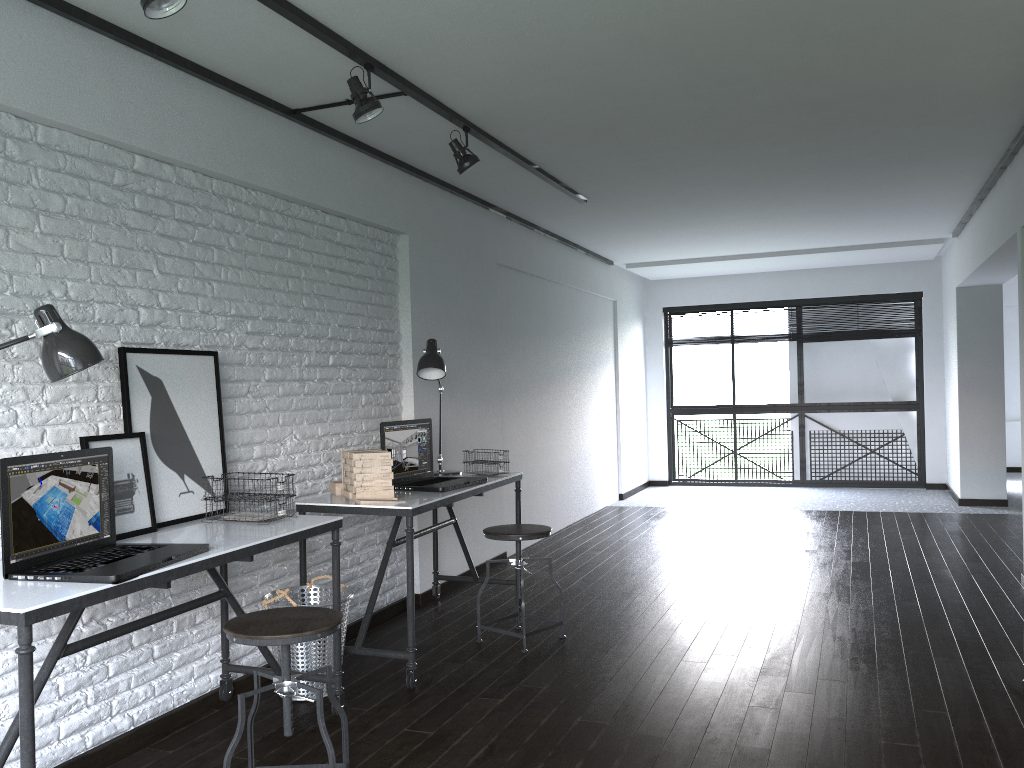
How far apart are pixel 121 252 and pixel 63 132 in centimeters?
42cm

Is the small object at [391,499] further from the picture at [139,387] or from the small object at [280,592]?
the picture at [139,387]

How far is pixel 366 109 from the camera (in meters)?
3.22

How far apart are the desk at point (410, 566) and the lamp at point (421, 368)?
0.3m

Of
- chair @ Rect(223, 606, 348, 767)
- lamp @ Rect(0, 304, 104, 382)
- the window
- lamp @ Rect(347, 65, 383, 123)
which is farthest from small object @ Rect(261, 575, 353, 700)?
the window

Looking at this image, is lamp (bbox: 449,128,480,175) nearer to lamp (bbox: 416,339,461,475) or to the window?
lamp (bbox: 416,339,461,475)

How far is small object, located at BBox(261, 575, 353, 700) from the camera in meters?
3.3 m

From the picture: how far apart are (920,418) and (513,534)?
6.8 meters

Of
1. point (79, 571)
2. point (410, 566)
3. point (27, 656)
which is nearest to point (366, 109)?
point (410, 566)

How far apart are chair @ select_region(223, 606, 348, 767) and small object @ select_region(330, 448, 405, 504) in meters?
1.0 m
